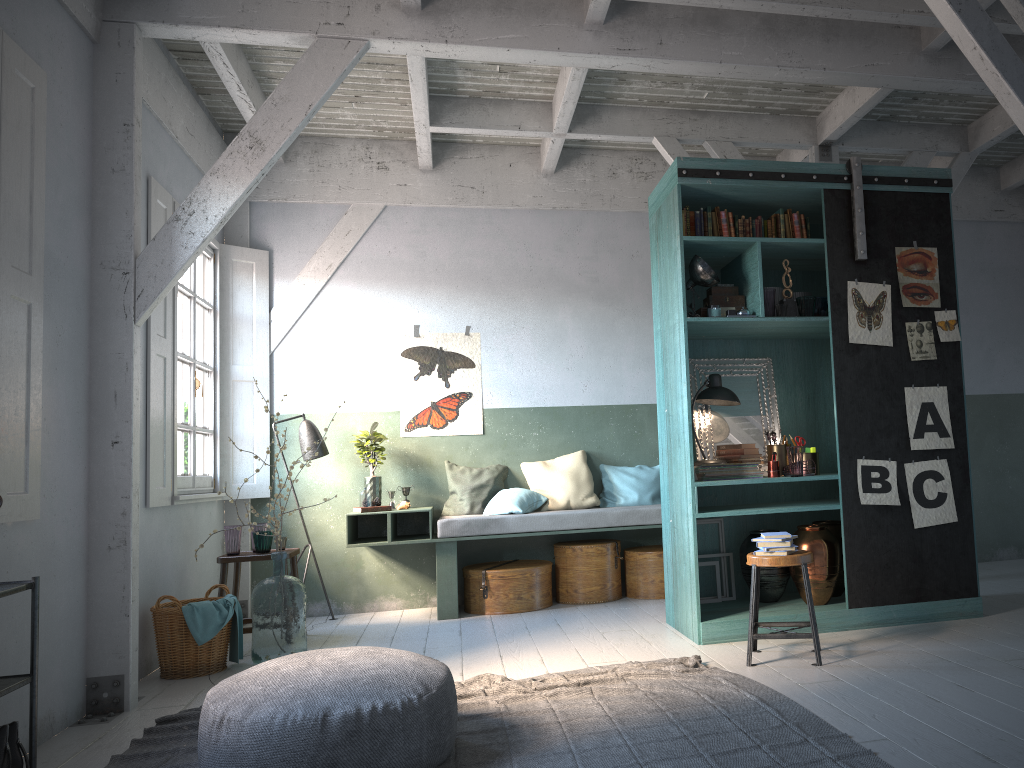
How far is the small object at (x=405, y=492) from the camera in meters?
8.2

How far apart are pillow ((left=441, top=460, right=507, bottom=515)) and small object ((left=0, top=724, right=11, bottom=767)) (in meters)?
4.94

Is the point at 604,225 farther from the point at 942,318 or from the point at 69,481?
the point at 69,481

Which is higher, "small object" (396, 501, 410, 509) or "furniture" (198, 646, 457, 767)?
"small object" (396, 501, 410, 509)

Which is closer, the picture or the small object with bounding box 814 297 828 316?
the picture

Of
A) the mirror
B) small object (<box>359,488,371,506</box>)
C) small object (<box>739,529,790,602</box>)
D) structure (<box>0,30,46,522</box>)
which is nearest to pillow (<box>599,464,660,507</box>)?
the mirror

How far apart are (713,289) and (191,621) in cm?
425

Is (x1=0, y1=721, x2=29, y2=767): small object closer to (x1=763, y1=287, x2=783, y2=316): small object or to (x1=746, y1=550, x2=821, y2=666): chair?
(x1=746, y1=550, x2=821, y2=666): chair

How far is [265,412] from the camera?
8.3m

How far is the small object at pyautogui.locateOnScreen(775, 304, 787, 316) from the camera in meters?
6.0 m
